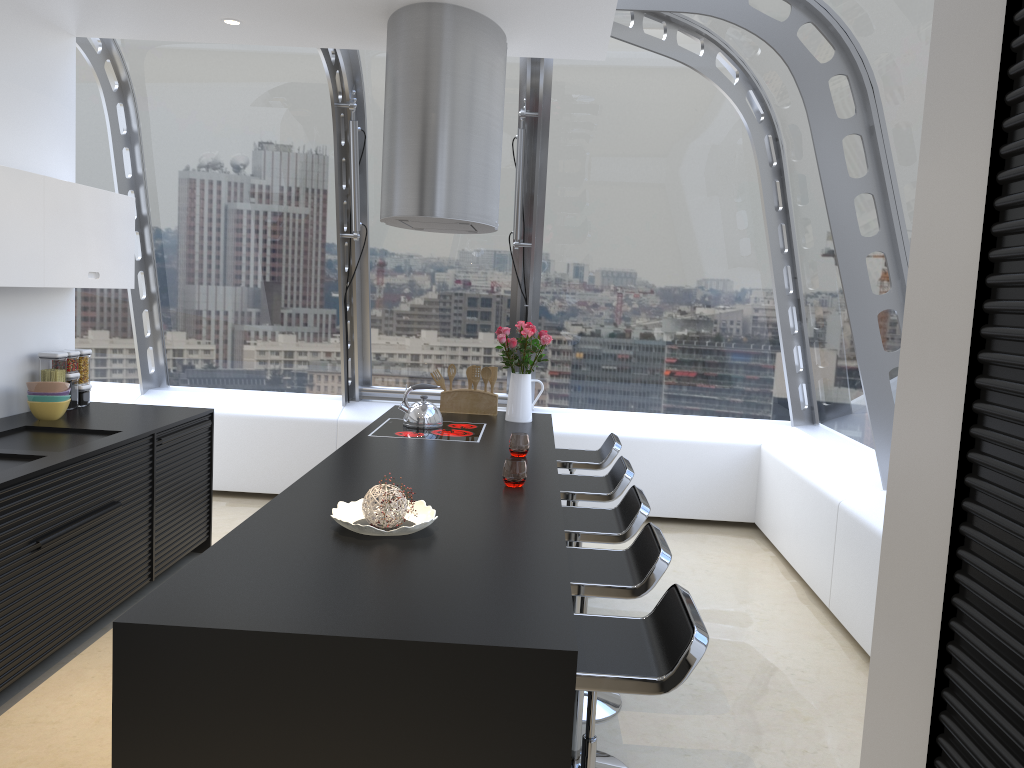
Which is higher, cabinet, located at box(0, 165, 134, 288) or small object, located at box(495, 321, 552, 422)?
cabinet, located at box(0, 165, 134, 288)

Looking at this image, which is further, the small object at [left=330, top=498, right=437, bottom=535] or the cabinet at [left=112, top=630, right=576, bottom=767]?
the small object at [left=330, top=498, right=437, bottom=535]

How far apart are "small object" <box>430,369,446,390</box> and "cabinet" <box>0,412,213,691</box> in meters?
1.4

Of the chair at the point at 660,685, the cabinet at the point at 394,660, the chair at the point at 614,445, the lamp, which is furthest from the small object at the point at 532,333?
the cabinet at the point at 394,660

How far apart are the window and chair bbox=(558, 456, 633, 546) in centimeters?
134cm

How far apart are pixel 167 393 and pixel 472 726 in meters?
5.5 m

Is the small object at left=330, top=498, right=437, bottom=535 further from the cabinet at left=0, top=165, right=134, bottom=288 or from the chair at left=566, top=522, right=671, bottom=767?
the cabinet at left=0, top=165, right=134, bottom=288

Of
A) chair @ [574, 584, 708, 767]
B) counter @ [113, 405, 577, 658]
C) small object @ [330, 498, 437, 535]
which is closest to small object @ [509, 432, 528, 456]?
counter @ [113, 405, 577, 658]

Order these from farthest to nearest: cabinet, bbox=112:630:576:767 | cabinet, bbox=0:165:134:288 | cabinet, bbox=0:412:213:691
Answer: cabinet, bbox=0:165:134:288
cabinet, bbox=0:412:213:691
cabinet, bbox=112:630:576:767

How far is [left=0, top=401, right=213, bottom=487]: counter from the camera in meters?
3.5 m
